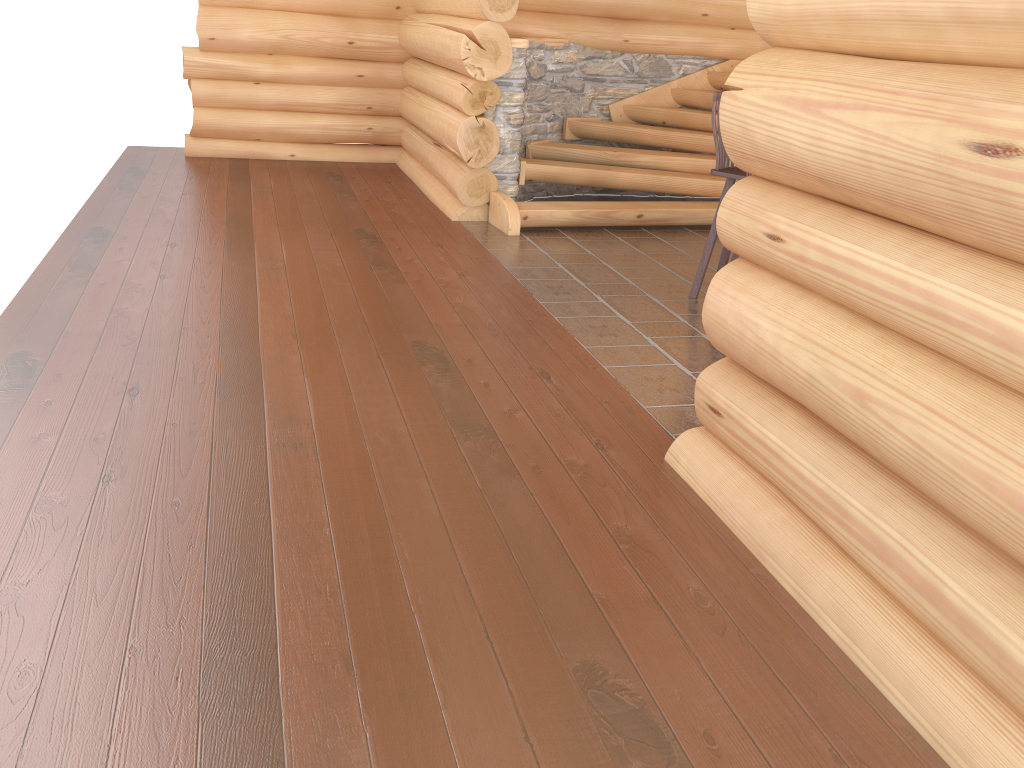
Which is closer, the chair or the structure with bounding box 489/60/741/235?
the chair

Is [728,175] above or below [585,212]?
above

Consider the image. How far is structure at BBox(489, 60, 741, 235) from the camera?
7.6 meters

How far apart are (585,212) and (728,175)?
2.1m

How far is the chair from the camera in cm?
557

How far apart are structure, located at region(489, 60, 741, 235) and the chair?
1.8 meters

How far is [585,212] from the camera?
7.6 meters

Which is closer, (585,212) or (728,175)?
(728,175)
